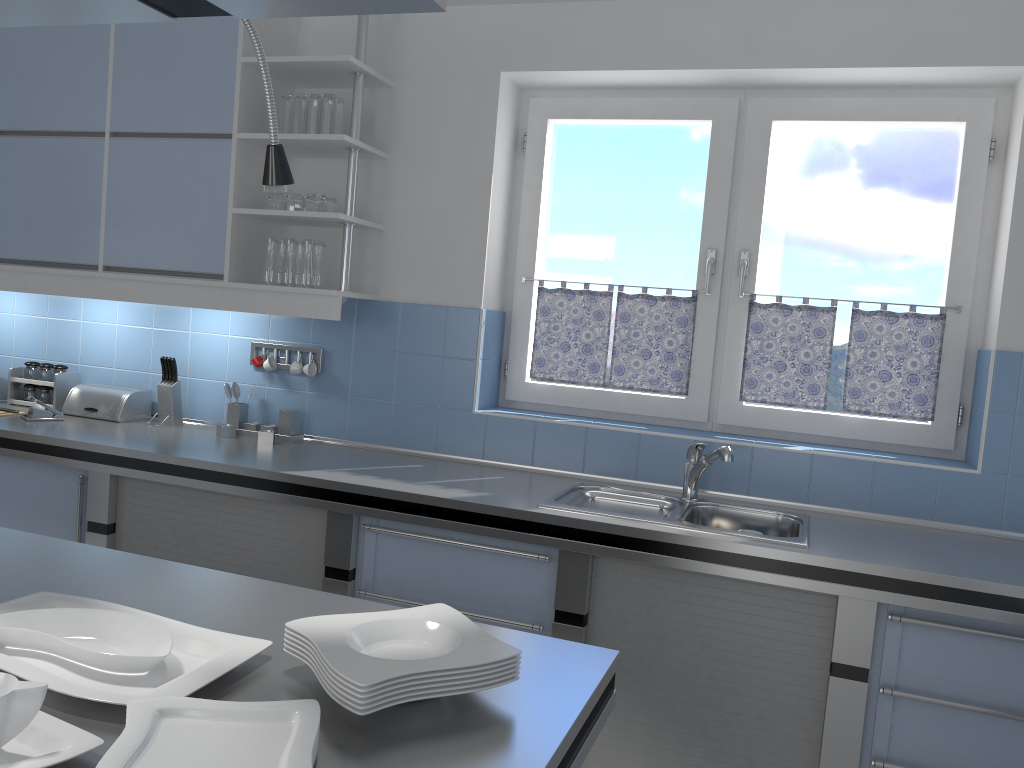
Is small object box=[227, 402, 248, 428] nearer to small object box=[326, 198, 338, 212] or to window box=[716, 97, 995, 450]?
small object box=[326, 198, 338, 212]

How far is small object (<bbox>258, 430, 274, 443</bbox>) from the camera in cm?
350

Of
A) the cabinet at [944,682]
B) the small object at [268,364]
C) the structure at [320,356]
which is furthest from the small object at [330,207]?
the cabinet at [944,682]

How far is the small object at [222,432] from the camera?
3.56m

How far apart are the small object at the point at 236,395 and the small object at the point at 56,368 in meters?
0.9 m

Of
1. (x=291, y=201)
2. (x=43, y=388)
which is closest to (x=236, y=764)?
(x=291, y=201)

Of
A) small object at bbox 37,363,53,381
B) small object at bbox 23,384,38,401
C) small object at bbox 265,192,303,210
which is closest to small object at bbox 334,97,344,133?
small object at bbox 265,192,303,210

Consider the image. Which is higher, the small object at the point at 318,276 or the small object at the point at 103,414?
the small object at the point at 318,276

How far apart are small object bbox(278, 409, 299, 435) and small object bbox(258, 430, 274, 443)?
0.1m

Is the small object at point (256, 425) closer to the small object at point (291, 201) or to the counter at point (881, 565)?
the counter at point (881, 565)
